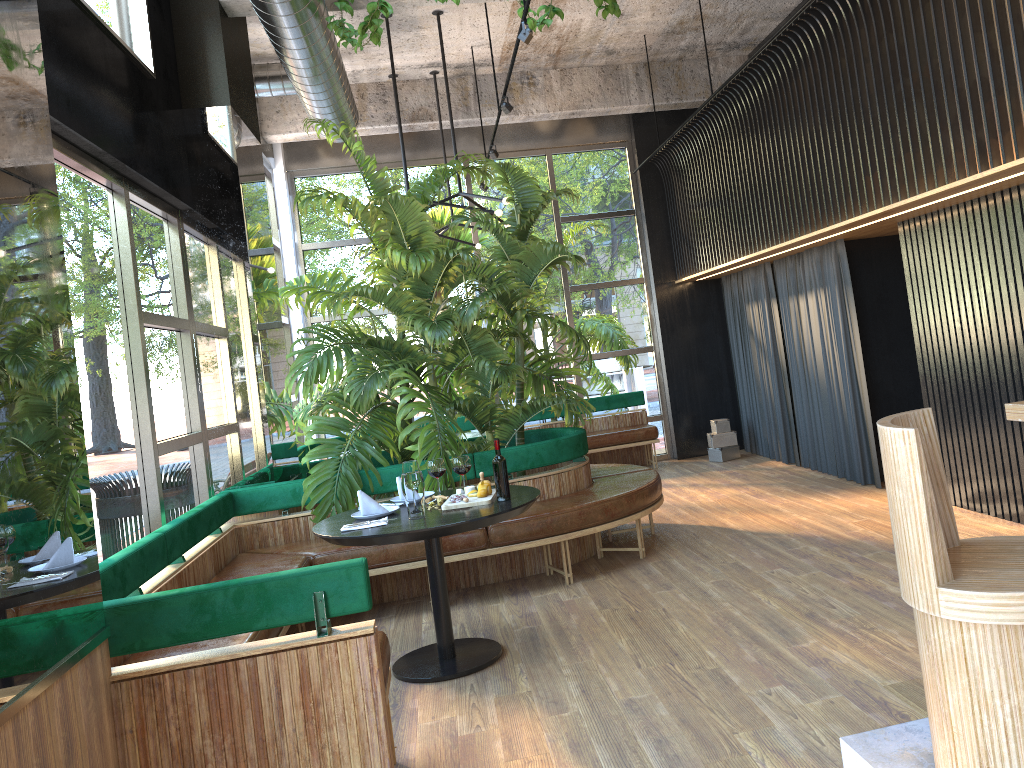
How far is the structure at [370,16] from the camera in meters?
5.0 m

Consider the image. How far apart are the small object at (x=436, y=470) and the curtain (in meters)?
3.39

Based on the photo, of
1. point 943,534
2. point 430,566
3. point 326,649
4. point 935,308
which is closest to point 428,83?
point 935,308

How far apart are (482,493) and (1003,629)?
2.7m

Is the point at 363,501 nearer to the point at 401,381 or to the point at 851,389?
the point at 401,381

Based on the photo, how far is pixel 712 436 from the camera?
9.73m

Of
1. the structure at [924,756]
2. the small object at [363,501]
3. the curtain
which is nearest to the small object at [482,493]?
the small object at [363,501]

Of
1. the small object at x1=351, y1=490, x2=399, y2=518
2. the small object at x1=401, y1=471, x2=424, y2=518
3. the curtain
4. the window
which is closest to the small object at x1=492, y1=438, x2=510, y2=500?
the small object at x1=401, y1=471, x2=424, y2=518

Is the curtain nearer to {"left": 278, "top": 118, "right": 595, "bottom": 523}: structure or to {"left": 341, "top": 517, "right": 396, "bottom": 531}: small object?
{"left": 278, "top": 118, "right": 595, "bottom": 523}: structure

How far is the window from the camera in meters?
4.1
